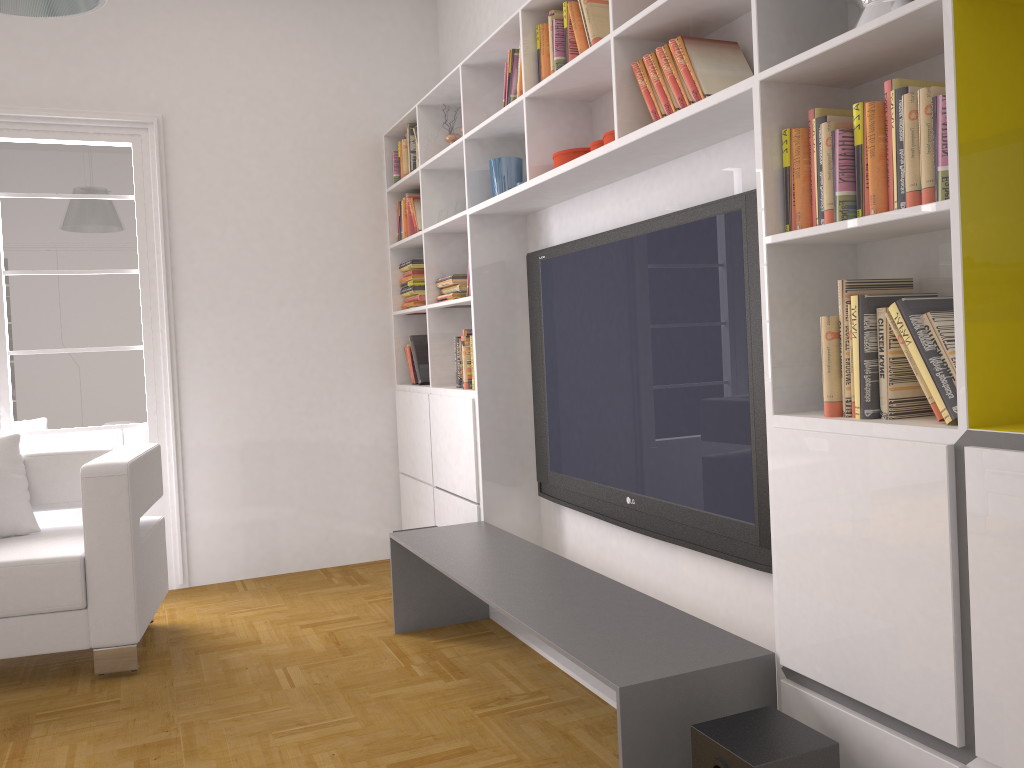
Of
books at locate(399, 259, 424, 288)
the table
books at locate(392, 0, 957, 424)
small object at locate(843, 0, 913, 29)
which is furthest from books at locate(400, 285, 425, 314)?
small object at locate(843, 0, 913, 29)

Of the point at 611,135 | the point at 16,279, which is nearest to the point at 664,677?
the point at 611,135

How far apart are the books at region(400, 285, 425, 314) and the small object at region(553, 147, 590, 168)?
1.90m

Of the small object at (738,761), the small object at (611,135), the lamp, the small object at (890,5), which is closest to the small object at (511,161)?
the small object at (611,135)

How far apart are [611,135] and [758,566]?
1.4 meters

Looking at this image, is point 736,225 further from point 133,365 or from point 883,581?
point 133,365

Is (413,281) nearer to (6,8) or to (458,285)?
(458,285)

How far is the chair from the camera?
3.36m

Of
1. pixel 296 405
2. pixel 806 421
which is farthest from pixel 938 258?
pixel 296 405

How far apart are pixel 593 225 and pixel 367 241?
2.03m
